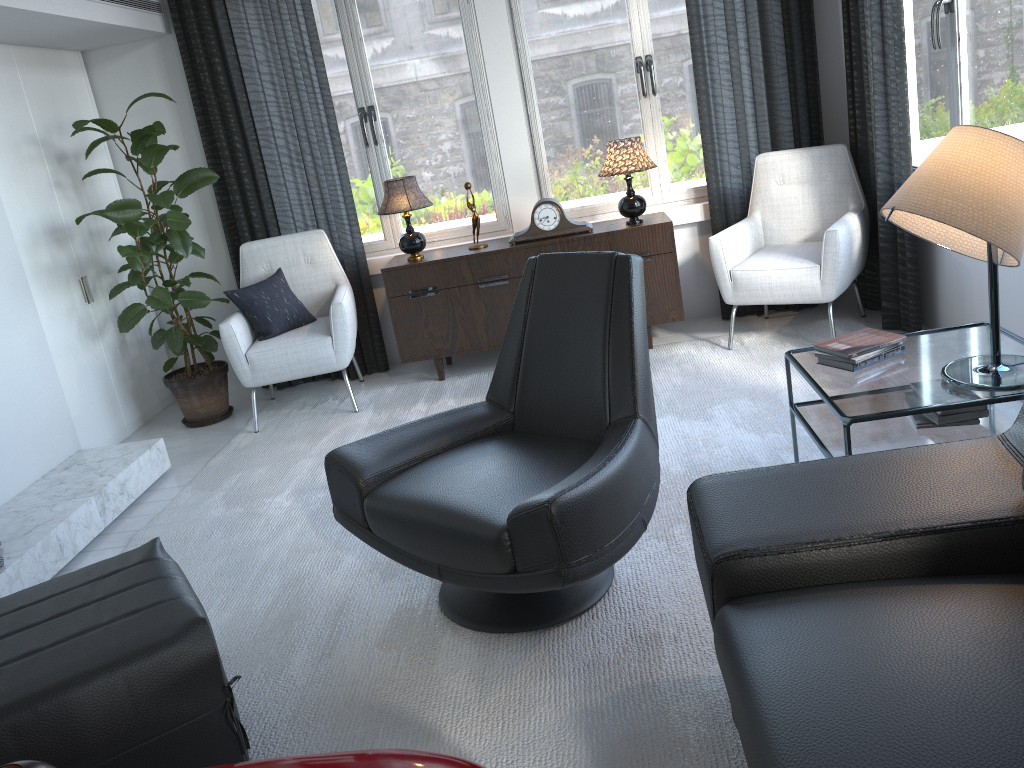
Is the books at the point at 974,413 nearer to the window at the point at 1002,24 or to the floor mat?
the floor mat

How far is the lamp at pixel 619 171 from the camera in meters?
4.0

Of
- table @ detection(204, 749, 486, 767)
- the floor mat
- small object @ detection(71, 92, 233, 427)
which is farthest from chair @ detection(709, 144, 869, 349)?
table @ detection(204, 749, 486, 767)

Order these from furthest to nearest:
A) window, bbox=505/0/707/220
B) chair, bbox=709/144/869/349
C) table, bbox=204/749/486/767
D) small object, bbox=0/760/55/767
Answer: window, bbox=505/0/707/220
chair, bbox=709/144/869/349
table, bbox=204/749/486/767
small object, bbox=0/760/55/767

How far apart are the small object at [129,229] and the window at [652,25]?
1.5 meters

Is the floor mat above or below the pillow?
below

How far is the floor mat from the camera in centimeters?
186cm

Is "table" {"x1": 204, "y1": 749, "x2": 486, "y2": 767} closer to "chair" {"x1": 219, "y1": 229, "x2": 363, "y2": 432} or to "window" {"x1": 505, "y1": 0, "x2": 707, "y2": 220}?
"chair" {"x1": 219, "y1": 229, "x2": 363, "y2": 432}

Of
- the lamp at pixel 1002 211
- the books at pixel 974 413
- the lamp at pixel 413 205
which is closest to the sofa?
the lamp at pixel 1002 211

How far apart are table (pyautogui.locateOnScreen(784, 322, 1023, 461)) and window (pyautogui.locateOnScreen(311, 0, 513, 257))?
2.3 meters
